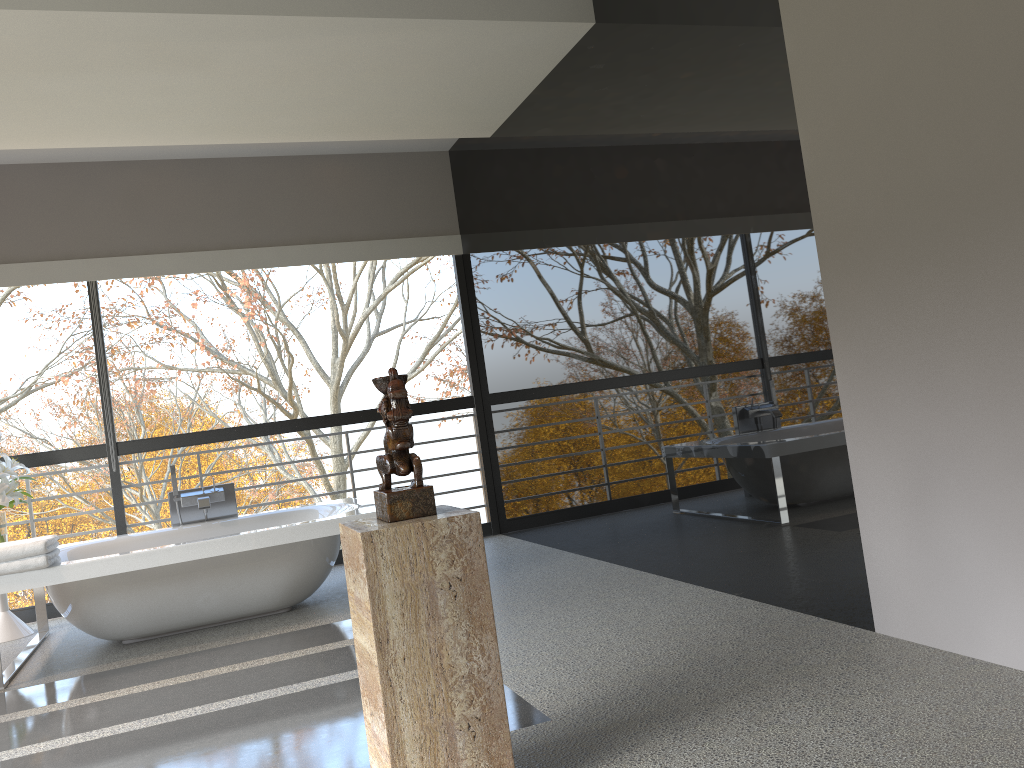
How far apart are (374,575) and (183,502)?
3.9m

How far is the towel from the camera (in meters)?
4.02

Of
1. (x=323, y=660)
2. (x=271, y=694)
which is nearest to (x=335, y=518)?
(x=323, y=660)

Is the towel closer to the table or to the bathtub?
the bathtub

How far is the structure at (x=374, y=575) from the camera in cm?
203

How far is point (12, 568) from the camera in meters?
4.0

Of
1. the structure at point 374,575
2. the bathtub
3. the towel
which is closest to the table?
the bathtub

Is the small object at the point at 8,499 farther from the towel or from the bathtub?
the towel

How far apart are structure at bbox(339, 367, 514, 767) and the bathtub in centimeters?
231cm

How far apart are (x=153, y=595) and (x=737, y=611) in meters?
2.9 m
